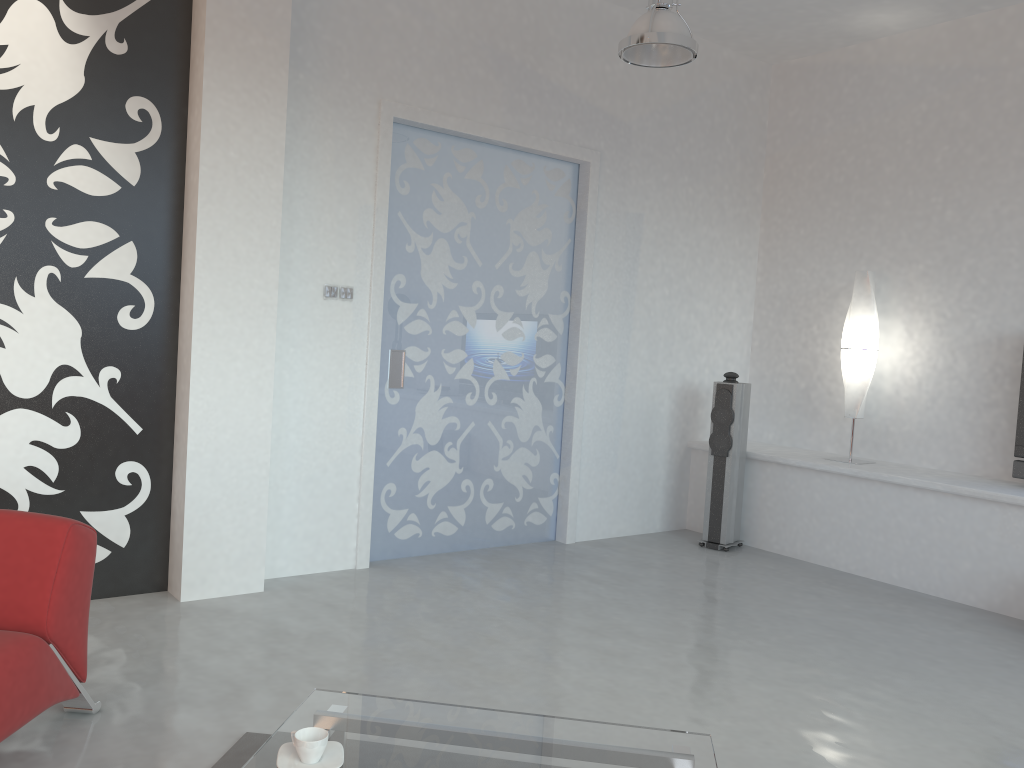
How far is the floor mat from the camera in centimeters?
262cm

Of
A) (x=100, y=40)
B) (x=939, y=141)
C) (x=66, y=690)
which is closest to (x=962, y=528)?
(x=939, y=141)

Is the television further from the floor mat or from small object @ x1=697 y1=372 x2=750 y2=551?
the floor mat

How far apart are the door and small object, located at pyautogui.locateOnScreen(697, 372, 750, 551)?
0.9 meters

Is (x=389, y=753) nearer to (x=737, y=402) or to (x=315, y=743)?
(x=315, y=743)

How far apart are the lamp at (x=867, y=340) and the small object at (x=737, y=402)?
0.6m

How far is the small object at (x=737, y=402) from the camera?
5.8m

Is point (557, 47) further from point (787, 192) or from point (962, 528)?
point (962, 528)

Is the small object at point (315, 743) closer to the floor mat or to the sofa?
the floor mat

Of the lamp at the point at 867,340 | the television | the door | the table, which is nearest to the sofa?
the table
